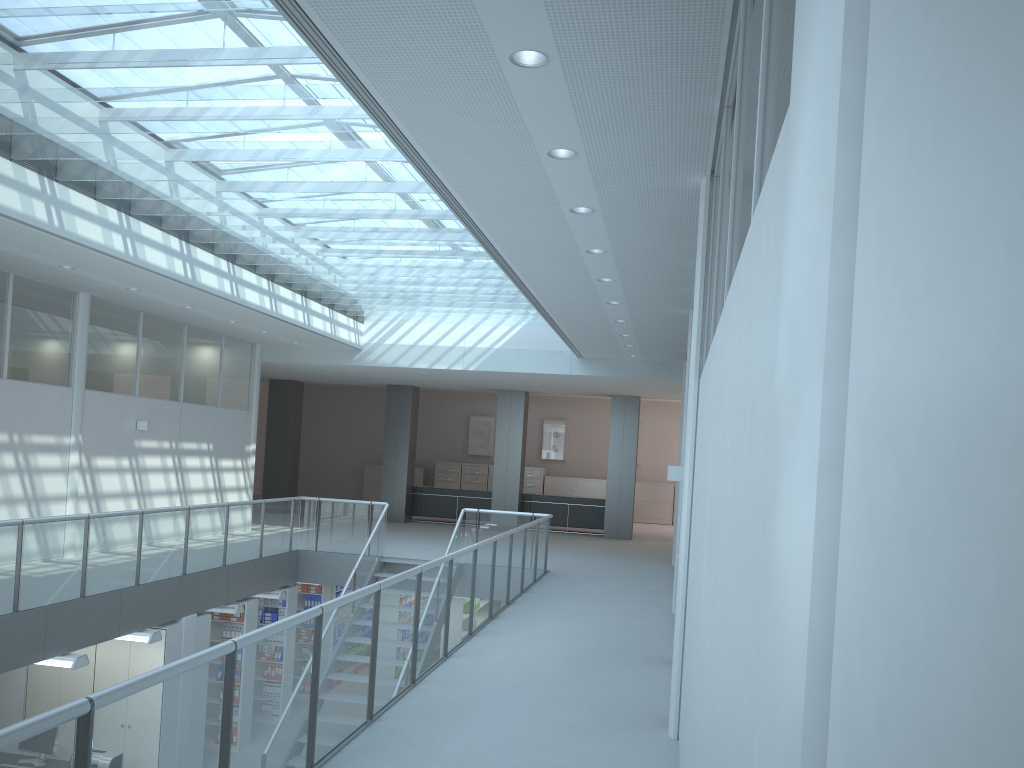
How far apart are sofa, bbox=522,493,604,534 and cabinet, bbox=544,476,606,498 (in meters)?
4.81

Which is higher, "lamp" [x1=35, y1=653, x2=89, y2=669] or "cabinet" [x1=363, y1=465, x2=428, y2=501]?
"cabinet" [x1=363, y1=465, x2=428, y2=501]

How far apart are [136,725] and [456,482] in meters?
20.4 m

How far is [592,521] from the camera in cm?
1764

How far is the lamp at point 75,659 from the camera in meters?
7.4 m

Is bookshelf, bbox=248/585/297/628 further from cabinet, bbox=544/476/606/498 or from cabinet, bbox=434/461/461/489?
cabinet, bbox=544/476/606/498

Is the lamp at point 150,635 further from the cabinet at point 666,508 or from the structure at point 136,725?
the cabinet at point 666,508

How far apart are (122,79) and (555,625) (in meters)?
5.35

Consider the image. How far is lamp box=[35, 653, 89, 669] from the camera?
7.4m

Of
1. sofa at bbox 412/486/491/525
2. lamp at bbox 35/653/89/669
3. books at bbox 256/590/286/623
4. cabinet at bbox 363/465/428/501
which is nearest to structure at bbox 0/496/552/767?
lamp at bbox 35/653/89/669
